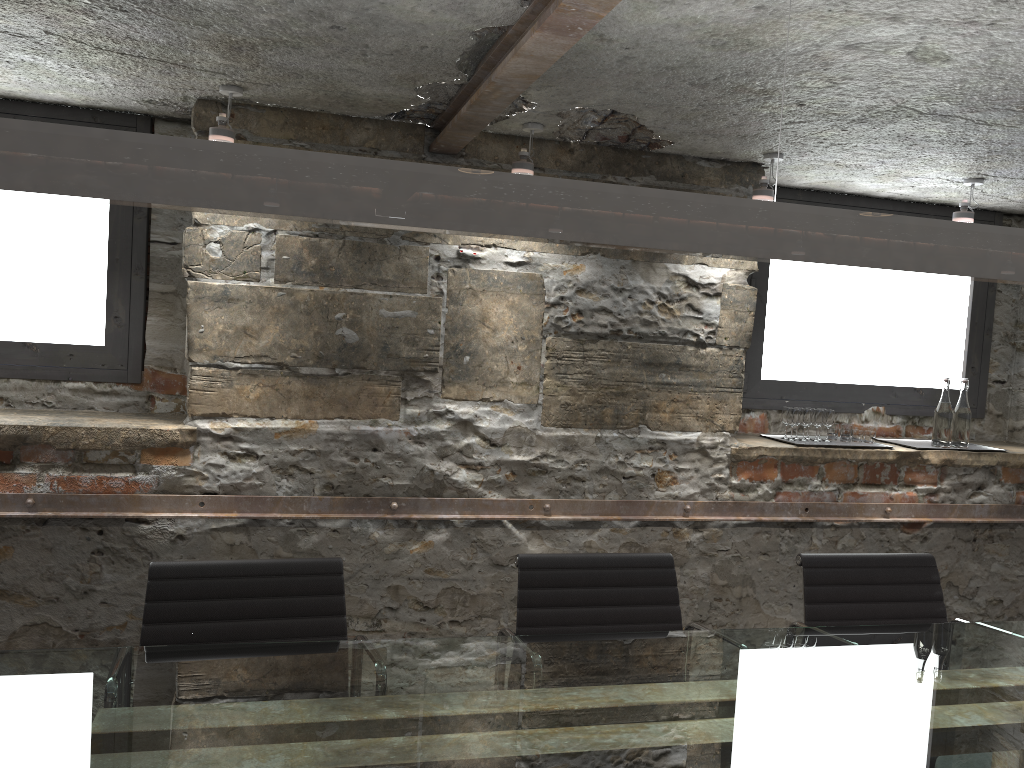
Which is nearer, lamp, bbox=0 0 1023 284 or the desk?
lamp, bbox=0 0 1023 284

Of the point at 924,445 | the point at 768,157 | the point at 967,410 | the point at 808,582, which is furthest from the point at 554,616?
the point at 967,410

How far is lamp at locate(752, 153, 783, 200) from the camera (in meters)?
3.19

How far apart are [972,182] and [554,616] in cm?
238

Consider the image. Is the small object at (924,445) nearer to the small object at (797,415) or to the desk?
the small object at (797,415)

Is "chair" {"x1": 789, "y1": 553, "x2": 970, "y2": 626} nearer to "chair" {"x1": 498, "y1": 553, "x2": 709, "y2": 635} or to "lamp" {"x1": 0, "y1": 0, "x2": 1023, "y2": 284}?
"chair" {"x1": 498, "y1": 553, "x2": 709, "y2": 635}

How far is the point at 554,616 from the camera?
2.44m

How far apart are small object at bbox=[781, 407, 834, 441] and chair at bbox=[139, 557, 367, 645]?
2.07m

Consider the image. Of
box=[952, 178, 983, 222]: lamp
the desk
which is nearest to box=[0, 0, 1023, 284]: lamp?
the desk

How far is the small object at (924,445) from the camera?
3.8 meters
